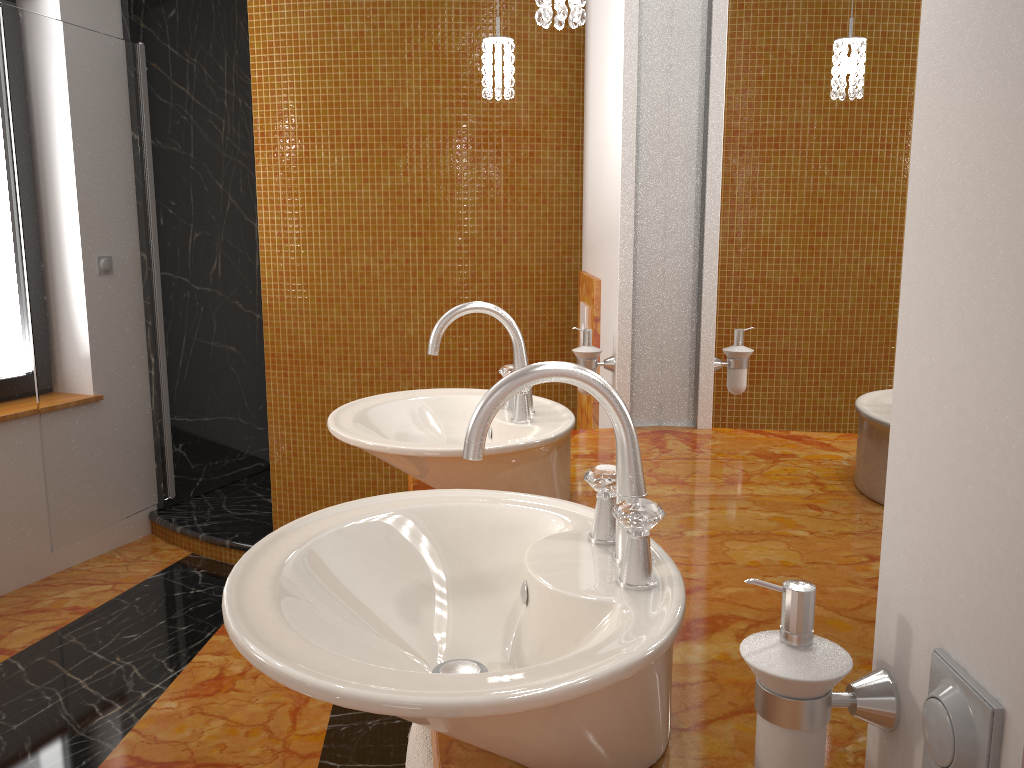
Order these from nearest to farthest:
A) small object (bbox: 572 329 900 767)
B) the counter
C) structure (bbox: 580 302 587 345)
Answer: small object (bbox: 572 329 900 767) < the counter < structure (bbox: 580 302 587 345)

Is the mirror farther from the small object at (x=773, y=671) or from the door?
the door

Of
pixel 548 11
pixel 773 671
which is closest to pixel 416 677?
pixel 773 671

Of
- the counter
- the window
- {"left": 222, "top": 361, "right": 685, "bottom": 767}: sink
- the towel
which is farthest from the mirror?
the window

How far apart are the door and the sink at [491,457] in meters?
1.8

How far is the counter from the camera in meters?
0.9

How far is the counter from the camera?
0.9 meters

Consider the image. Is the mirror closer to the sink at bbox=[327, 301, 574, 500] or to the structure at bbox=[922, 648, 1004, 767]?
the sink at bbox=[327, 301, 574, 500]

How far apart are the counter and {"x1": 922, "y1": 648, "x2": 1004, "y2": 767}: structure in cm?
29

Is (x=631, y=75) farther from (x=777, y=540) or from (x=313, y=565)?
(x=313, y=565)
